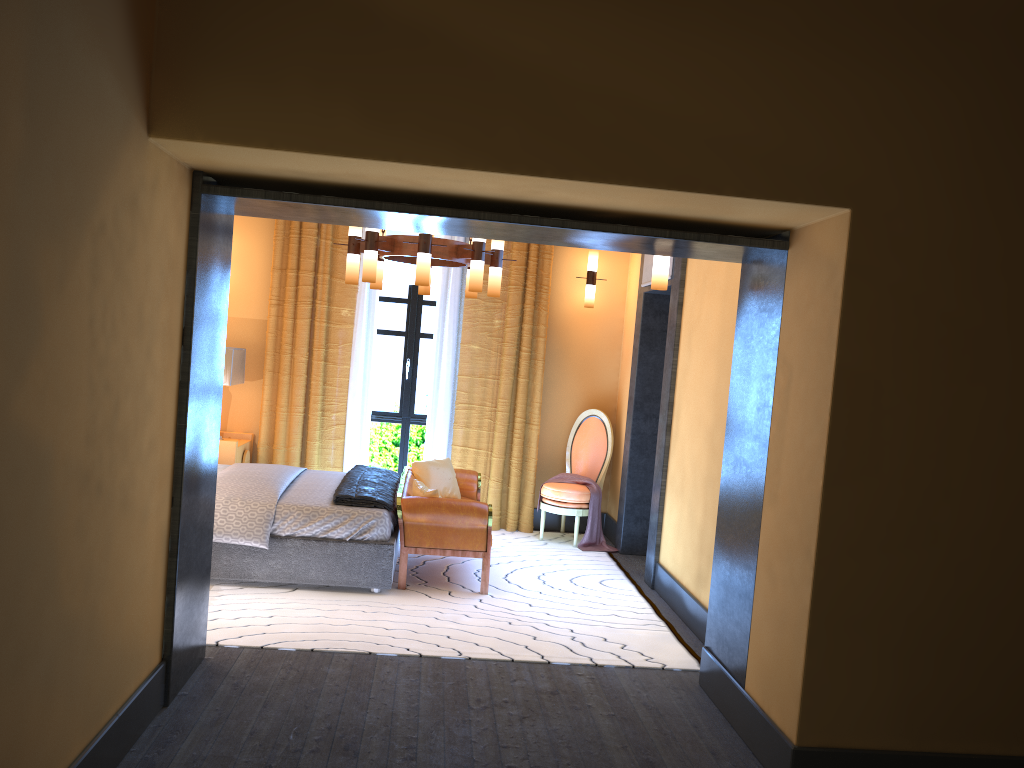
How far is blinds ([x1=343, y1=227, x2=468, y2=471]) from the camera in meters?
7.7

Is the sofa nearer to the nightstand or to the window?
the window

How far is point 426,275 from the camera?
5.5 meters

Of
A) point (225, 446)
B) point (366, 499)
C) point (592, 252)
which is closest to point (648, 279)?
point (592, 252)

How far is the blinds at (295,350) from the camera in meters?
7.6

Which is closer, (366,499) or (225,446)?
(366,499)

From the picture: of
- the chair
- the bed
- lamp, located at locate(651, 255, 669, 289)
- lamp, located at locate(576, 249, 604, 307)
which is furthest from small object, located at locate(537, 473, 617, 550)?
lamp, located at locate(651, 255, 669, 289)

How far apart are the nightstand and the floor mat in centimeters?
173cm

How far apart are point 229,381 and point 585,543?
3.19m

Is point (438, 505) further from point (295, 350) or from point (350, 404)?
point (295, 350)
